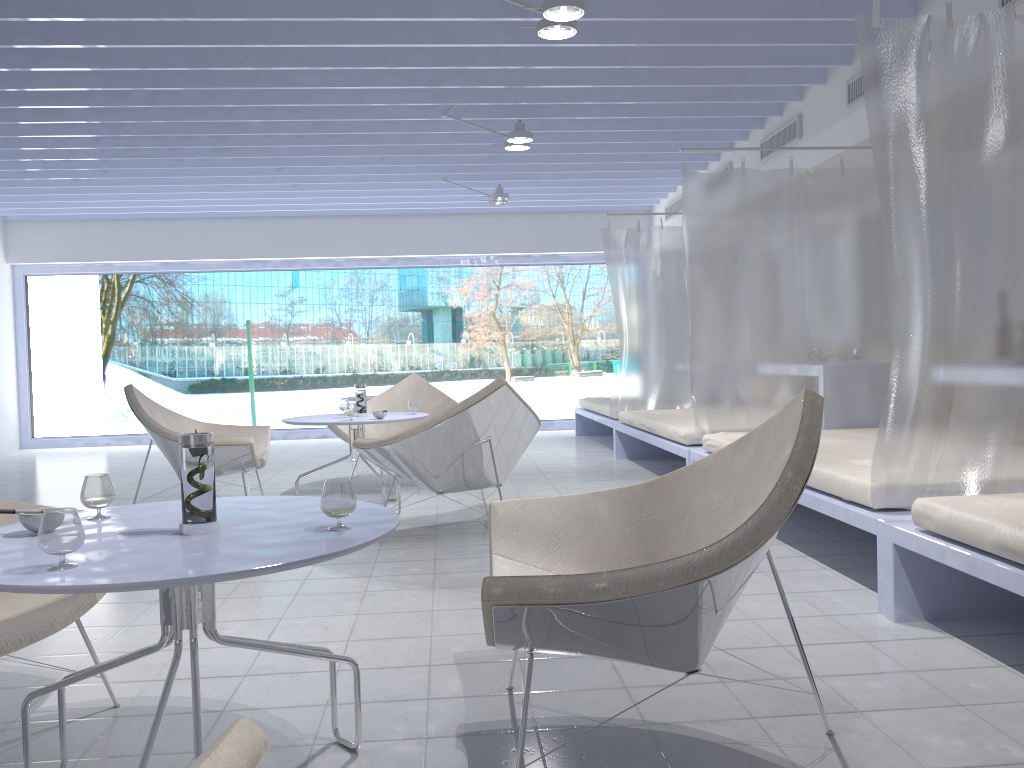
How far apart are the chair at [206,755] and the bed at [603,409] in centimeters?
647cm

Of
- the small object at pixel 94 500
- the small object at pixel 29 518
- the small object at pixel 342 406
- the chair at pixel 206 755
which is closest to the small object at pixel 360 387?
the small object at pixel 342 406

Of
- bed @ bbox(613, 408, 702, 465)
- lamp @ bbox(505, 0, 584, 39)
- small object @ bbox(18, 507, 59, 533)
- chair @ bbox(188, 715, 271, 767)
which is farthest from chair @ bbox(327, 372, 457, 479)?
chair @ bbox(188, 715, 271, 767)

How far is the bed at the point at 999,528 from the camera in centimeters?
220cm

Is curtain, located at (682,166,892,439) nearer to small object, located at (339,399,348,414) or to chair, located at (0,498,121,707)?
small object, located at (339,399,348,414)

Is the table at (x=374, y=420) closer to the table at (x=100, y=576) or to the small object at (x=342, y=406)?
the small object at (x=342, y=406)

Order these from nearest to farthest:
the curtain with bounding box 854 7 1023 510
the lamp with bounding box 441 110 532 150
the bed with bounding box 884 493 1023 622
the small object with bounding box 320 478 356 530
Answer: the small object with bounding box 320 478 356 530
the bed with bounding box 884 493 1023 622
the curtain with bounding box 854 7 1023 510
the lamp with bounding box 441 110 532 150

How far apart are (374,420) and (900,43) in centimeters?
300cm

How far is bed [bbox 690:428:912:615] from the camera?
2.91m

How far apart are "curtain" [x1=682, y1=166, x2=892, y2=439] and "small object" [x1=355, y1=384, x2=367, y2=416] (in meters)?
1.86
